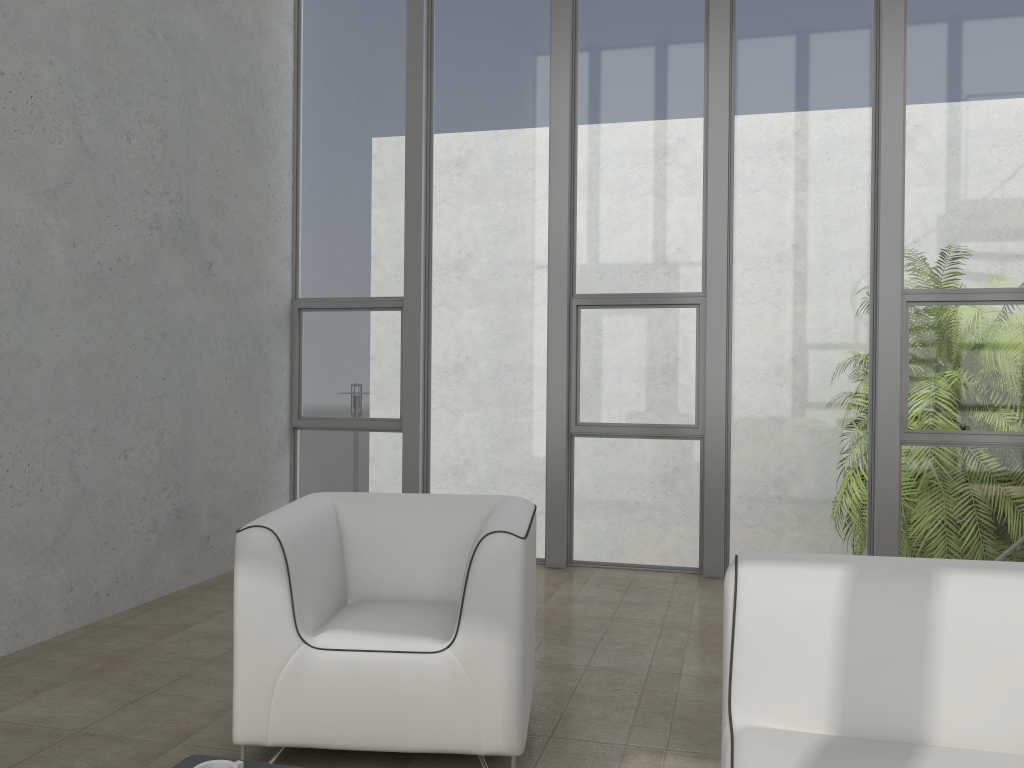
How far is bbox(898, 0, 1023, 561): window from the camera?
4.8m

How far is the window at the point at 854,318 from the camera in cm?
494

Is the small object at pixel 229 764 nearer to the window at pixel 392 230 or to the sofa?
the sofa

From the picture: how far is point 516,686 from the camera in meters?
2.4

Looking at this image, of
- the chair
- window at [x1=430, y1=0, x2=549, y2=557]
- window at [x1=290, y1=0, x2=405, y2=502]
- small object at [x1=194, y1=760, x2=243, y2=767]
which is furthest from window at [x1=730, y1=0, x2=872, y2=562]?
small object at [x1=194, y1=760, x2=243, y2=767]

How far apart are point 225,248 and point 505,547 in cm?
327

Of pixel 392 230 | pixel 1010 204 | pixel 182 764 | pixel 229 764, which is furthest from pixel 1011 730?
pixel 392 230

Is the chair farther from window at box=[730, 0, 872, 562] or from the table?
window at box=[730, 0, 872, 562]

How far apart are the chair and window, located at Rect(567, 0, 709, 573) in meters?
2.3

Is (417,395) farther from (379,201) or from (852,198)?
(852,198)
